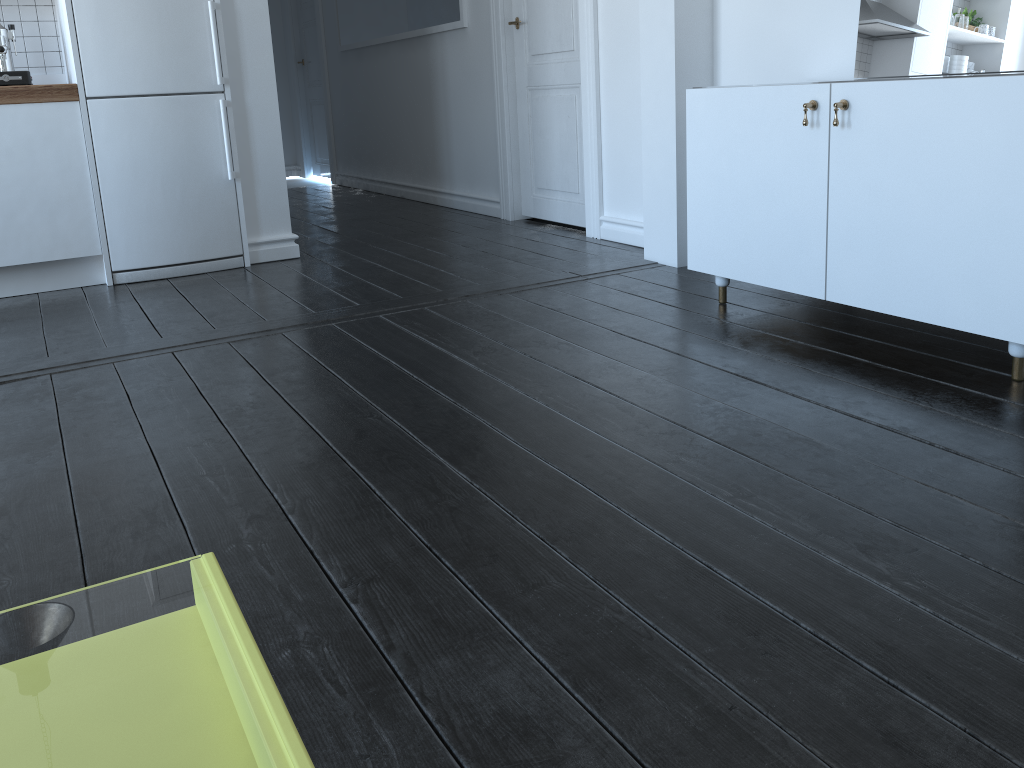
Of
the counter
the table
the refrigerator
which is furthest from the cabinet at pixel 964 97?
the counter

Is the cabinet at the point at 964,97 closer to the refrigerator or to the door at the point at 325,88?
the refrigerator

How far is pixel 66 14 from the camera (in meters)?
3.57

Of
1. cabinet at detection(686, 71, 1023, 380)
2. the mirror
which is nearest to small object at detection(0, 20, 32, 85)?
cabinet at detection(686, 71, 1023, 380)

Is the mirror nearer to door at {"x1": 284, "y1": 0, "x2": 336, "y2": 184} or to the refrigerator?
the refrigerator

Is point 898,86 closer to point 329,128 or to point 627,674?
point 627,674

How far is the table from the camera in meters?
4.3

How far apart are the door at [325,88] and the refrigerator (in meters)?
3.90

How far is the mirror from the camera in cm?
243

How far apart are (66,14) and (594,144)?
2.3m
